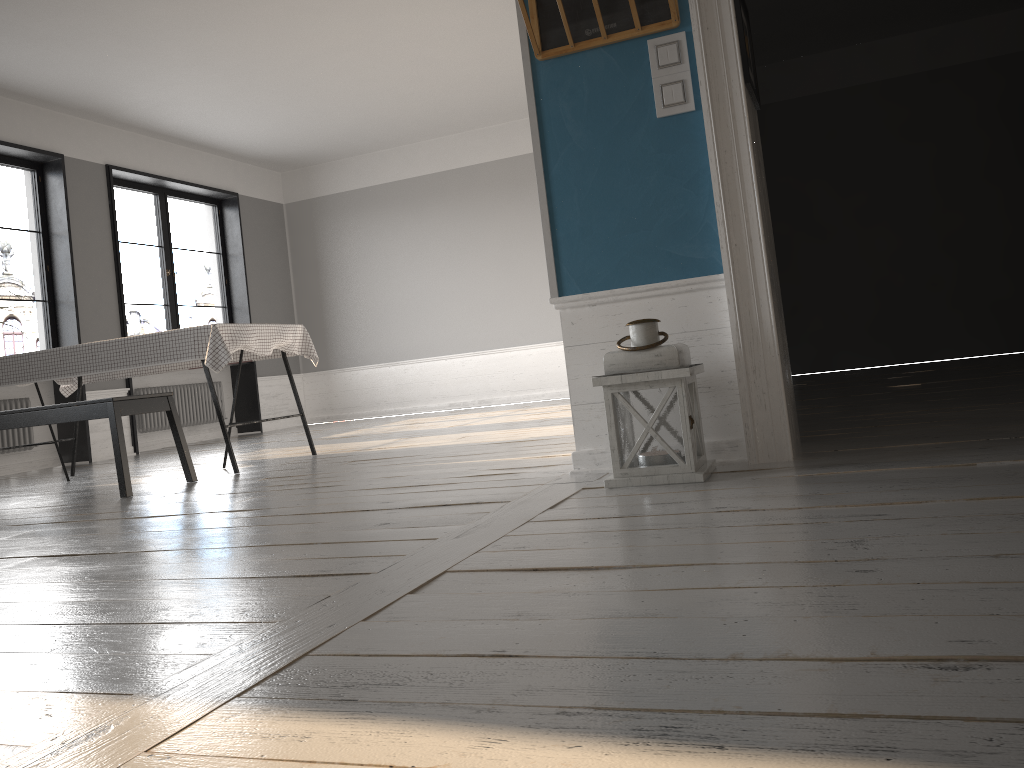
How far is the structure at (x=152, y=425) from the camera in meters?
8.4 m

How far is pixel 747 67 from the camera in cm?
272

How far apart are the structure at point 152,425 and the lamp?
6.7 meters

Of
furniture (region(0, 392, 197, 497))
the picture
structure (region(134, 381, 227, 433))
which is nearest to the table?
furniture (region(0, 392, 197, 497))

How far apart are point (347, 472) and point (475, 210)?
6.0m

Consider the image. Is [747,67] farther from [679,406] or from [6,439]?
[6,439]

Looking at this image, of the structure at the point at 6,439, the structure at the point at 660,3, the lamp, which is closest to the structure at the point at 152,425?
the structure at the point at 6,439

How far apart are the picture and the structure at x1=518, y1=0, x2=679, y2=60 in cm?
19

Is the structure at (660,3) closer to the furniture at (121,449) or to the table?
the table

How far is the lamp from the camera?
2.5m
